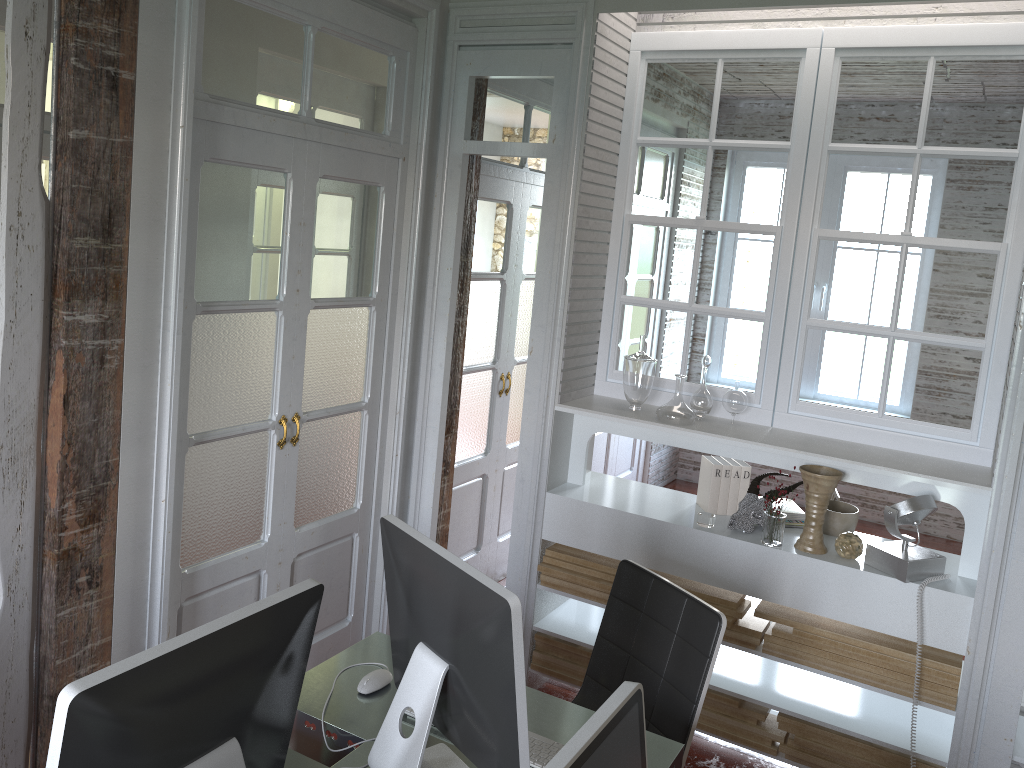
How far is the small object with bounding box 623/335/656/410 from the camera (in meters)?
3.35

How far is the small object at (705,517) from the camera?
3.2m

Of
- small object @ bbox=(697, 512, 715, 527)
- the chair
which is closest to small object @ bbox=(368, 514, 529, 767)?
the chair

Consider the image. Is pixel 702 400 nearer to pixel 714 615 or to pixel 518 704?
pixel 714 615

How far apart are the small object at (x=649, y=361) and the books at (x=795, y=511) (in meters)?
0.69

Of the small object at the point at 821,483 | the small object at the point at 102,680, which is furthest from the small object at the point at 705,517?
the small object at the point at 102,680

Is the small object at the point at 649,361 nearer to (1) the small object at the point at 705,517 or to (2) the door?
(1) the small object at the point at 705,517

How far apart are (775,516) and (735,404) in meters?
0.5 m

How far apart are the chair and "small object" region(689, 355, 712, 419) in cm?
88

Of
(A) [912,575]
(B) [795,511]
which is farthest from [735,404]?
(A) [912,575]
